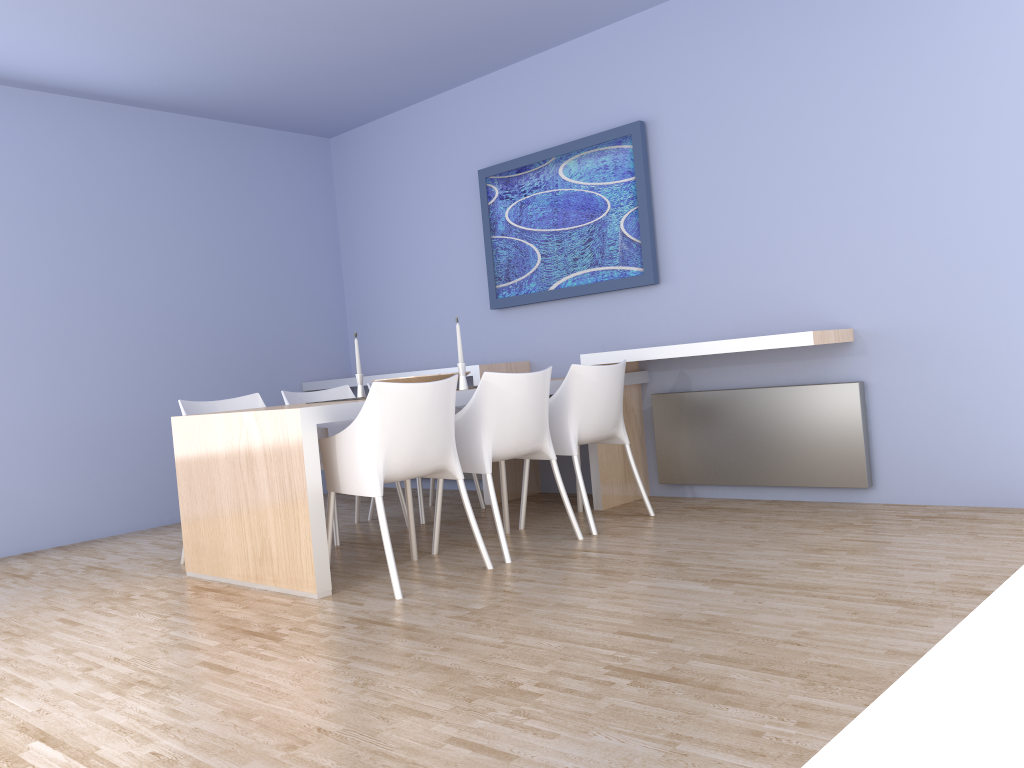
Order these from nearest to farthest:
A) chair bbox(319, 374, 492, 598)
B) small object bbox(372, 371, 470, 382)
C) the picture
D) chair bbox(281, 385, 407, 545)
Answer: chair bbox(319, 374, 492, 598) < small object bbox(372, 371, 470, 382) < chair bbox(281, 385, 407, 545) < the picture

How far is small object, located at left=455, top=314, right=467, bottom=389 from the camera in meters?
4.1 m

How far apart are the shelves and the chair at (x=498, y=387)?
0.7 meters

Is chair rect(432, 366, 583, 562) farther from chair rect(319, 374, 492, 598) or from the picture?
the picture

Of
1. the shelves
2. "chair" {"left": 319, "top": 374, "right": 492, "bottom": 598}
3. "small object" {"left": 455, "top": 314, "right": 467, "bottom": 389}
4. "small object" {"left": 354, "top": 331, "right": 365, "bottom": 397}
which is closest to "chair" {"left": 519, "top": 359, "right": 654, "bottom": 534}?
the shelves

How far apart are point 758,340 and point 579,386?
0.8 meters

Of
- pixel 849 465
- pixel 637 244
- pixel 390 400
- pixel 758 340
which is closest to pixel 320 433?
pixel 390 400

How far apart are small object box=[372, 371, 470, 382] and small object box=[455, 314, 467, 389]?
0.18m

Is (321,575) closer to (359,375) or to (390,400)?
(390,400)

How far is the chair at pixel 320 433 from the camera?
4.5 meters
